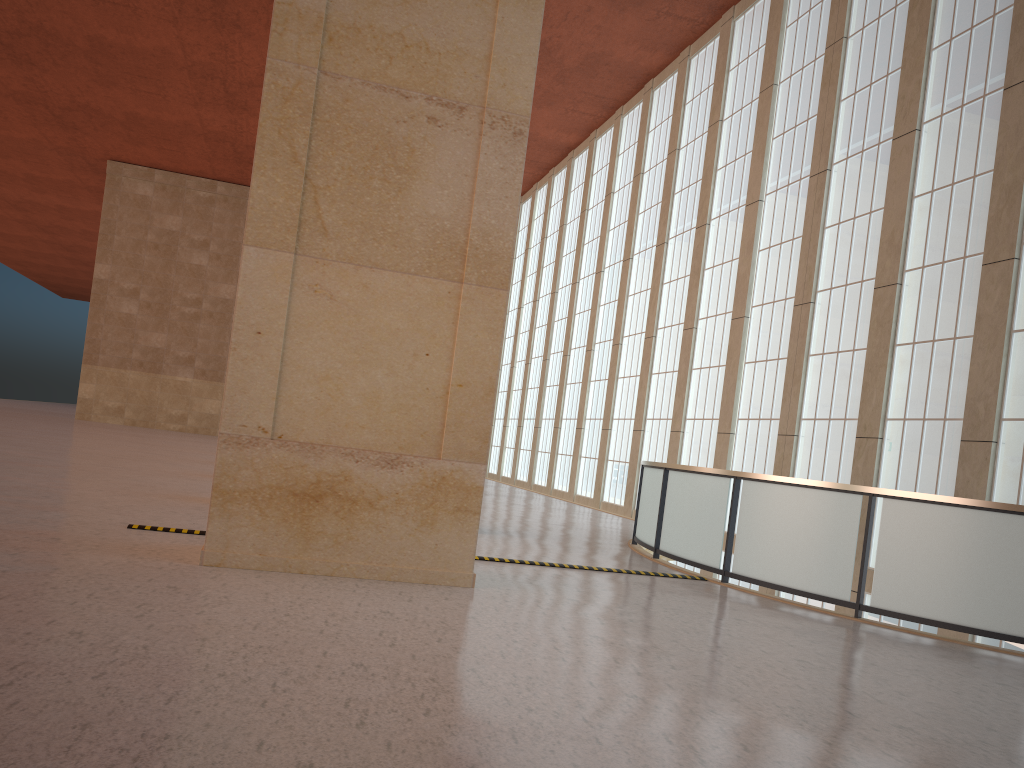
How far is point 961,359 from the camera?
18.0 meters

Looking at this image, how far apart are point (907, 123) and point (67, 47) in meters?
37.6

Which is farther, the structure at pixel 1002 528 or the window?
the window

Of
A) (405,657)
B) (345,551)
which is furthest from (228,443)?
(405,657)

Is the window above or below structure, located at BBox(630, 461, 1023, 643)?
above

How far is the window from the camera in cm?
1799

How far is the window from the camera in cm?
1799

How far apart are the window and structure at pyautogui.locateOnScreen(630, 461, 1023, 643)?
5.8 meters

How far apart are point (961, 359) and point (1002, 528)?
8.3m

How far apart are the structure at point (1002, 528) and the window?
5.8m
